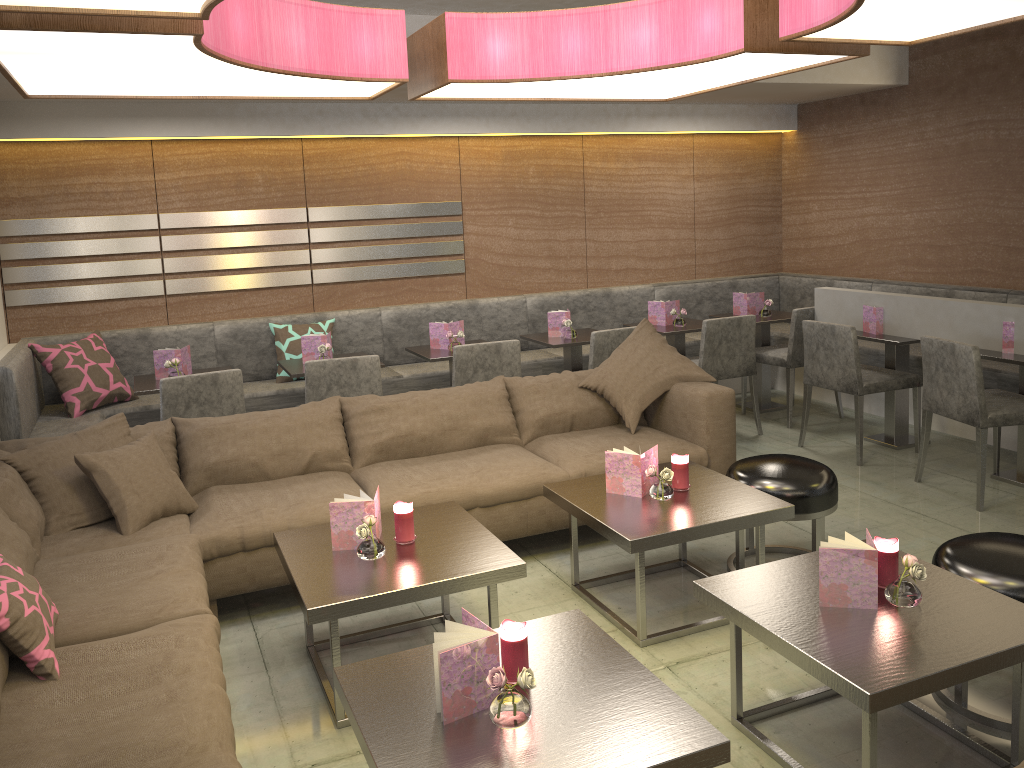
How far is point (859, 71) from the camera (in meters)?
5.70

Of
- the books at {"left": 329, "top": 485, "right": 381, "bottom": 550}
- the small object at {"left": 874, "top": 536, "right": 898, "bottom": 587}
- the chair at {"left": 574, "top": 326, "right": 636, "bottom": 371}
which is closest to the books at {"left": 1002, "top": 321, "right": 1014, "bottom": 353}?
the chair at {"left": 574, "top": 326, "right": 636, "bottom": 371}

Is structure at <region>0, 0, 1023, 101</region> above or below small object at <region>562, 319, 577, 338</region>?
above

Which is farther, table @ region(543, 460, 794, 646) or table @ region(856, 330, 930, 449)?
table @ region(856, 330, 930, 449)

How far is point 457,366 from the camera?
4.71m

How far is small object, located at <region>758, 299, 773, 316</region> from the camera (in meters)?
5.99

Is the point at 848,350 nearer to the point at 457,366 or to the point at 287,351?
the point at 457,366

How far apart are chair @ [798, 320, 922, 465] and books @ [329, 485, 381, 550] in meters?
3.0

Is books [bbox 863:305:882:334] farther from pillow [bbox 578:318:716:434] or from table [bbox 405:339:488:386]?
table [bbox 405:339:488:386]

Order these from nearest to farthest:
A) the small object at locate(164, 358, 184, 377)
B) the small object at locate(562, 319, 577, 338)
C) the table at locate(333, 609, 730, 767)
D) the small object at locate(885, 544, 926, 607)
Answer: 1. the table at locate(333, 609, 730, 767)
2. the small object at locate(885, 544, 926, 607)
3. the small object at locate(164, 358, 184, 377)
4. the small object at locate(562, 319, 577, 338)
